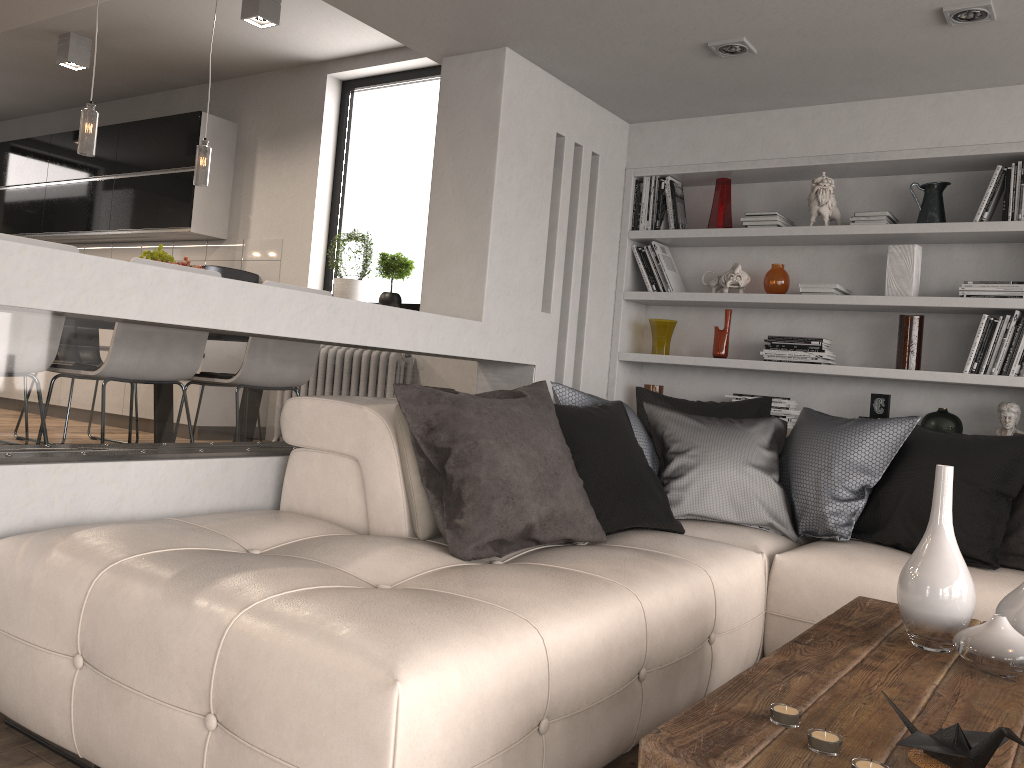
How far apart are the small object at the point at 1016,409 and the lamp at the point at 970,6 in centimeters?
163cm

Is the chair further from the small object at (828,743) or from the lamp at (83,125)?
the small object at (828,743)

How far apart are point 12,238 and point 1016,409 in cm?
408

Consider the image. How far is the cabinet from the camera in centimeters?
668cm

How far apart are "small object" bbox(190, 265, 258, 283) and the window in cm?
58

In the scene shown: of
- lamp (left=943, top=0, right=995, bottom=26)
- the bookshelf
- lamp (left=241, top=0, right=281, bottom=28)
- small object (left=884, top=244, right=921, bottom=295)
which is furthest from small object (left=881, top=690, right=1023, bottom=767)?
lamp (left=241, top=0, right=281, bottom=28)

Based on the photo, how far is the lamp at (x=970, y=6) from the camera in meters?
3.1 m

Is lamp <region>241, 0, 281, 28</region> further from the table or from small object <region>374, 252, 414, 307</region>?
the table

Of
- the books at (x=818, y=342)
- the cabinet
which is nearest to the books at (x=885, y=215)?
the books at (x=818, y=342)

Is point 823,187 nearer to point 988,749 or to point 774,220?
point 774,220
